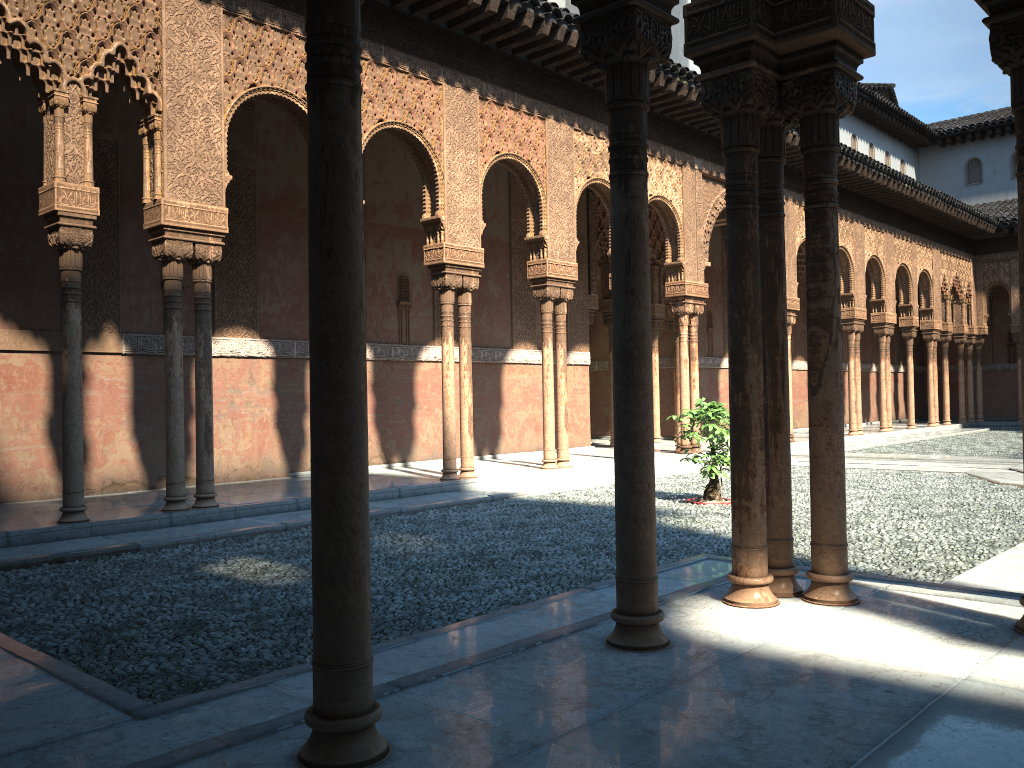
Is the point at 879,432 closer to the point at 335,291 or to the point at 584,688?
the point at 584,688
